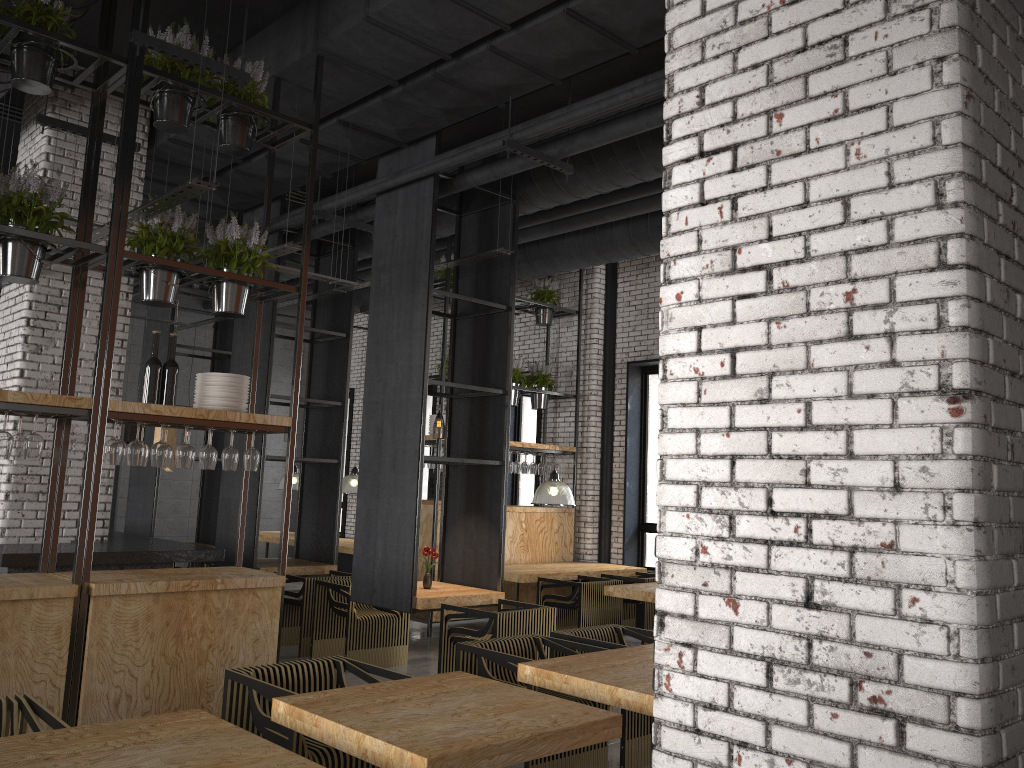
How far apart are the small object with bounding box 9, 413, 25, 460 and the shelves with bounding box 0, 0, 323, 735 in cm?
27

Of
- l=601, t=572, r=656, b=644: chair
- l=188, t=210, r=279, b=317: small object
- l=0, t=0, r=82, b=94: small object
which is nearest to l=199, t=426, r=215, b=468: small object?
l=188, t=210, r=279, b=317: small object

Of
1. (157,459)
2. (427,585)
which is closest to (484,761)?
(157,459)

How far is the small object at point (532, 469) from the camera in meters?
11.2

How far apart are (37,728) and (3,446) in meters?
1.8

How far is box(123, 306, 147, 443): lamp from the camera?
7.56m

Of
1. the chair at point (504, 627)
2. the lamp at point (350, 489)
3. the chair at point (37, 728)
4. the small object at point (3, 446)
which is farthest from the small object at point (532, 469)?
the chair at point (37, 728)

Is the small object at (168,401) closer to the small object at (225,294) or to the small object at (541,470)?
the small object at (225,294)

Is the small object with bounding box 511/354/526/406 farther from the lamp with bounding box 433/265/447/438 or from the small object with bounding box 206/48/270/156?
the small object with bounding box 206/48/270/156

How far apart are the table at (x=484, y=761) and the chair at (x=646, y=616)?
5.8m
